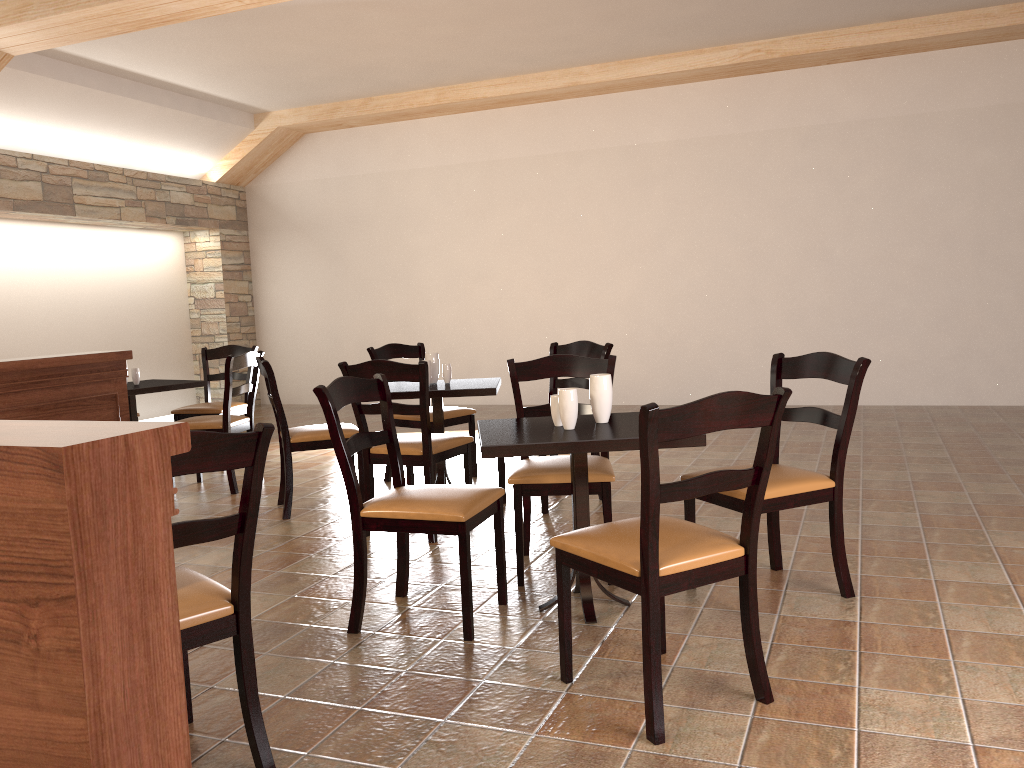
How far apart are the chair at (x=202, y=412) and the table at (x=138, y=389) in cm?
30

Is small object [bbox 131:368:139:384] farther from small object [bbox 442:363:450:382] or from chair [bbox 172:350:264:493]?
small object [bbox 442:363:450:382]

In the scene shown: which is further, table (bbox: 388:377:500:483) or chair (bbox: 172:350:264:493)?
chair (bbox: 172:350:264:493)

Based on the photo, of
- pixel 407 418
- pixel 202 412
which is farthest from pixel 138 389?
pixel 407 418

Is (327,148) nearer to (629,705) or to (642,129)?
(642,129)

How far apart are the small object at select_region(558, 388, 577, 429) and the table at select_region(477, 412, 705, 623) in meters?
0.0 m

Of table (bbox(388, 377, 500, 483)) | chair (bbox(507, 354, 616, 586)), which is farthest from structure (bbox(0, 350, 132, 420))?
chair (bbox(507, 354, 616, 586))

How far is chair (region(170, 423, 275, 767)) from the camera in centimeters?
190cm

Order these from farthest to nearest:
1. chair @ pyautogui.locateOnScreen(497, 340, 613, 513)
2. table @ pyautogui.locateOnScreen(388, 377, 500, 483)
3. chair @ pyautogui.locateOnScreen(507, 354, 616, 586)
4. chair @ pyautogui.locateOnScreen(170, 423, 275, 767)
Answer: chair @ pyautogui.locateOnScreen(497, 340, 613, 513)
table @ pyautogui.locateOnScreen(388, 377, 500, 483)
chair @ pyautogui.locateOnScreen(507, 354, 616, 586)
chair @ pyautogui.locateOnScreen(170, 423, 275, 767)

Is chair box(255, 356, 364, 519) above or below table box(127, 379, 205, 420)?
below
